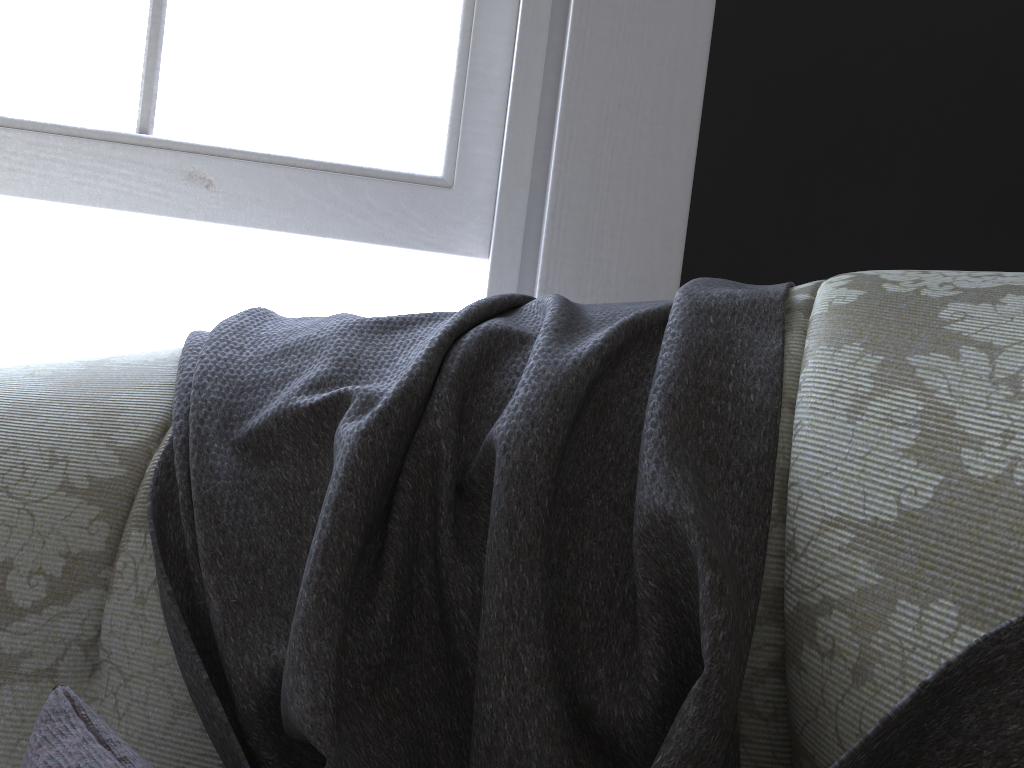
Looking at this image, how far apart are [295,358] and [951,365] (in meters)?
0.41

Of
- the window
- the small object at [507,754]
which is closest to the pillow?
the small object at [507,754]

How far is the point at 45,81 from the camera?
1.16m

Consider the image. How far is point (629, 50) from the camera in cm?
111

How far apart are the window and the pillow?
0.89m

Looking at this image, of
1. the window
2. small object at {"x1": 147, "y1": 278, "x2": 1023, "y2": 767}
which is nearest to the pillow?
small object at {"x1": 147, "y1": 278, "x2": 1023, "y2": 767}

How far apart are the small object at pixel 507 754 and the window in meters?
0.5

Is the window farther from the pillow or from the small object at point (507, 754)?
the pillow

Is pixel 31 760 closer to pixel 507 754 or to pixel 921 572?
pixel 507 754

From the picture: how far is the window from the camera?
1.16m
